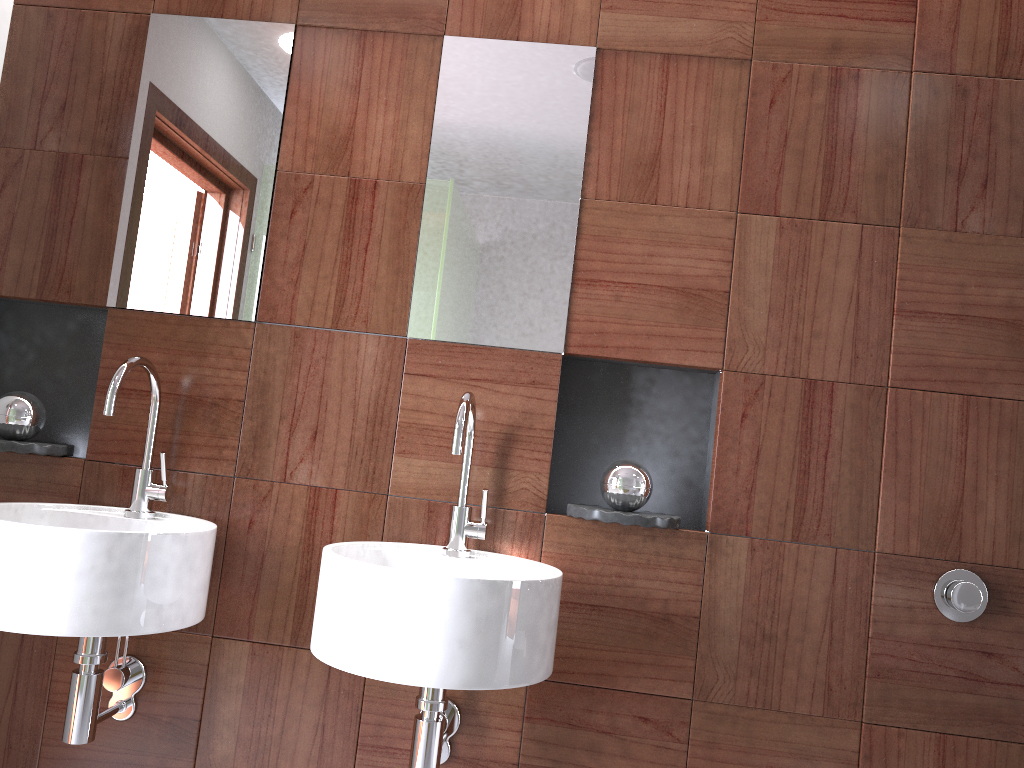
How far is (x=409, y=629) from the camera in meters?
1.3 m

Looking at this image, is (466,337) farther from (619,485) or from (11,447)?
(11,447)

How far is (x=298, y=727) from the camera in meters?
1.7

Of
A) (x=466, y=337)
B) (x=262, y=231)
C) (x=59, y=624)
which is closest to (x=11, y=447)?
(x=59, y=624)

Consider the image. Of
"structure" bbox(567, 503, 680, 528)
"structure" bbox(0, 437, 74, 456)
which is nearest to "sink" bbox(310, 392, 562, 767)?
"structure" bbox(567, 503, 680, 528)

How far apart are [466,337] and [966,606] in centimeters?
107cm

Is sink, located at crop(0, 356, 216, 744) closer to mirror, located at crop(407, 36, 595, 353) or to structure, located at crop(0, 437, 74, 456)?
structure, located at crop(0, 437, 74, 456)

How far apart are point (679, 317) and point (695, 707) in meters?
0.8

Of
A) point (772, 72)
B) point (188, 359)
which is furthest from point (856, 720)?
point (188, 359)

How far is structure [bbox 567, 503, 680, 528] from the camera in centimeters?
162cm
